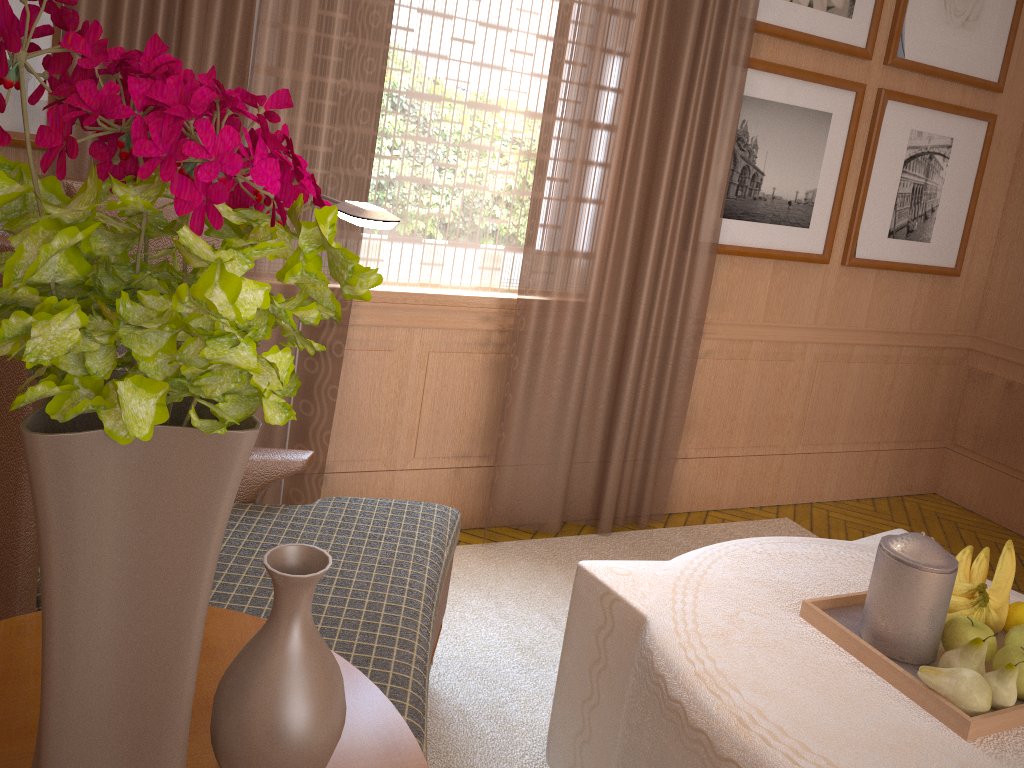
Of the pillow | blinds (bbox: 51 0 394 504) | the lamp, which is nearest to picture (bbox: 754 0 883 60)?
blinds (bbox: 51 0 394 504)

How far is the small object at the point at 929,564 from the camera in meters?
2.8

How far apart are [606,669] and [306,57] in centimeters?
298cm

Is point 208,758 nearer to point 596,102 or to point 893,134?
point 596,102

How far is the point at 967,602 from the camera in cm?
297

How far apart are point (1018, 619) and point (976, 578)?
0.2 meters

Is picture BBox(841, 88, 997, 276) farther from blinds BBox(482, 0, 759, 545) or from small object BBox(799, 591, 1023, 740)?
small object BBox(799, 591, 1023, 740)

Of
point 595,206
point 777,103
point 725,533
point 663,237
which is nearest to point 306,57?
point 595,206

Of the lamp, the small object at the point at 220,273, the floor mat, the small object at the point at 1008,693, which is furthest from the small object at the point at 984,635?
the small object at the point at 220,273

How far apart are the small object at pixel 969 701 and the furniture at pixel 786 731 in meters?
0.1 m
